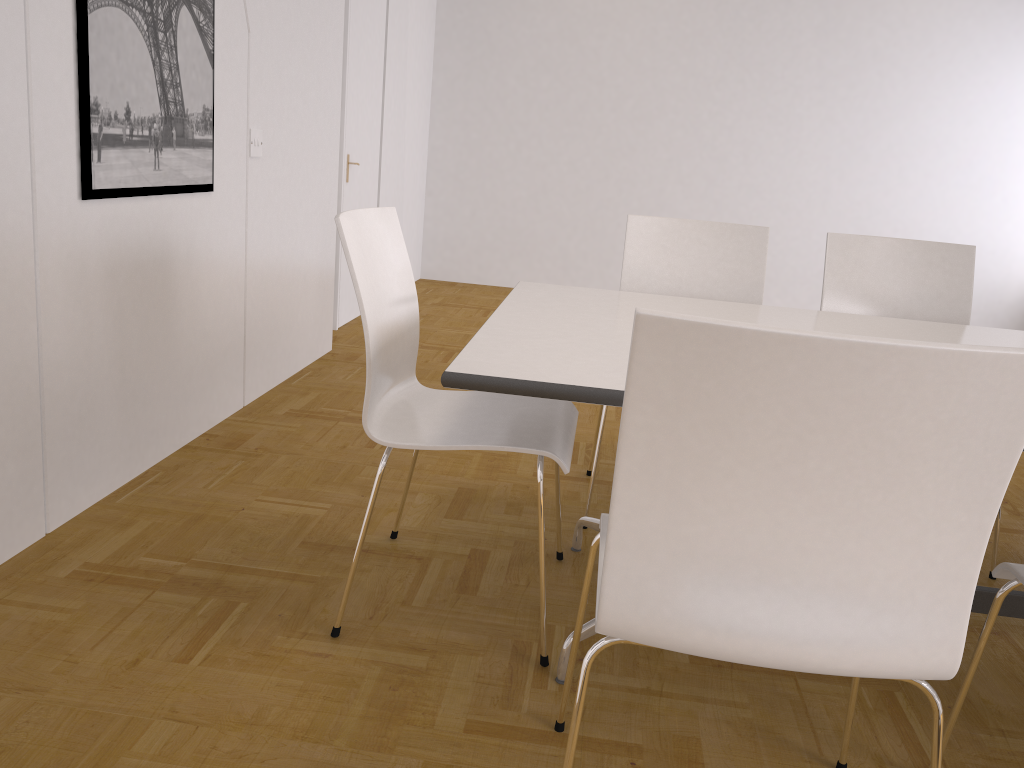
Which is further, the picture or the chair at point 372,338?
the picture

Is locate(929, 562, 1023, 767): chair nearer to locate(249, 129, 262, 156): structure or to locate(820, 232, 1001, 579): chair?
locate(820, 232, 1001, 579): chair

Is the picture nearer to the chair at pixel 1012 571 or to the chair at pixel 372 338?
the chair at pixel 372 338

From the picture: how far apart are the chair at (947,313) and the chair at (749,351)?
1.6 meters

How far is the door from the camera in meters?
5.0

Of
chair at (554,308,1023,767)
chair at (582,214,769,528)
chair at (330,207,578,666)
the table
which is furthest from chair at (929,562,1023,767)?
chair at (582,214,769,528)

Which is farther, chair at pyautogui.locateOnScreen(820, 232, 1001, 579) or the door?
the door

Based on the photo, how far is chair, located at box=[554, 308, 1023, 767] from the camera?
0.99m

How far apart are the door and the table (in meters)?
2.75

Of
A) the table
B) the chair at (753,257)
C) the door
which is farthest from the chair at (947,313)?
the door
